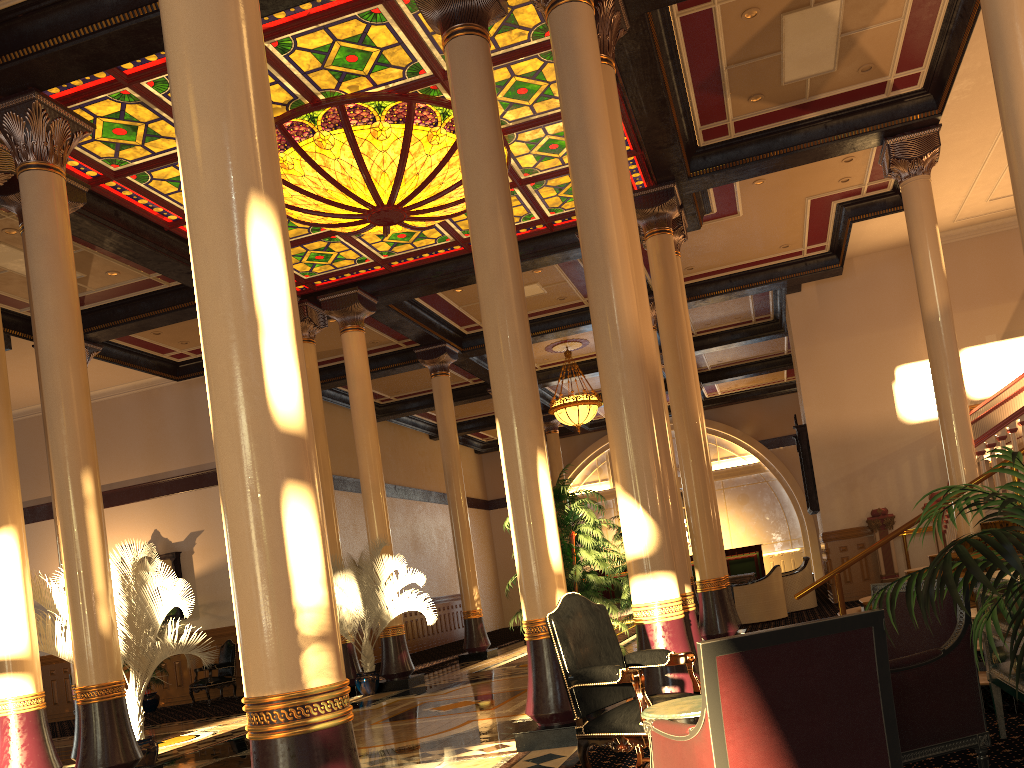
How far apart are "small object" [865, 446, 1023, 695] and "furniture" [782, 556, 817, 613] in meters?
12.4 m

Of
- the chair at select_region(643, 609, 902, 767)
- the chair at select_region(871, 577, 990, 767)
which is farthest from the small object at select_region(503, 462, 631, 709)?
the chair at select_region(643, 609, 902, 767)

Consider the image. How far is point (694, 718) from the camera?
3.32m

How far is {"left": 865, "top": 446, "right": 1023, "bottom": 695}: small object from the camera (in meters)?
2.30

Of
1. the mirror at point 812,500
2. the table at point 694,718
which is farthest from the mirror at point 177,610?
the table at point 694,718

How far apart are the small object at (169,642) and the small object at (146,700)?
7.8 meters

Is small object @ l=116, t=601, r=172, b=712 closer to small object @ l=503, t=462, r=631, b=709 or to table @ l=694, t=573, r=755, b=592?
table @ l=694, t=573, r=755, b=592

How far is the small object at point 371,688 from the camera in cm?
1198

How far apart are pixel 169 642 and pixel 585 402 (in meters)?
11.62

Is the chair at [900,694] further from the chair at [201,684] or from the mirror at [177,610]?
the mirror at [177,610]
